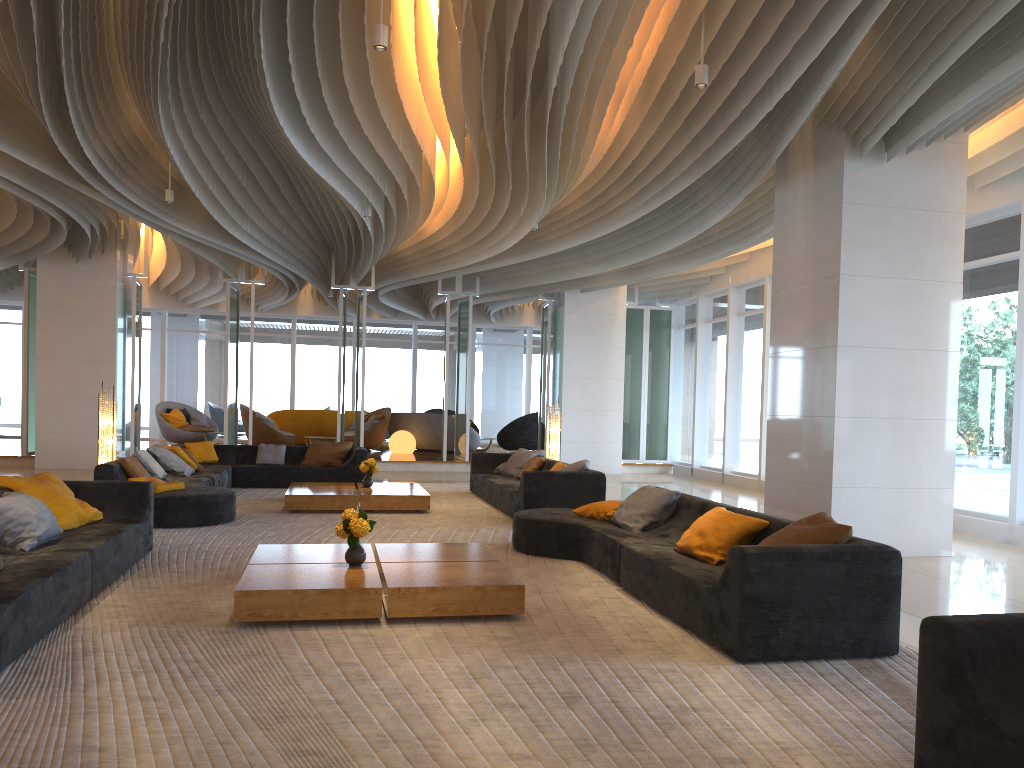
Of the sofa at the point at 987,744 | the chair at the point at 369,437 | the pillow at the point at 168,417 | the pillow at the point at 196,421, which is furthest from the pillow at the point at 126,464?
the pillow at the point at 196,421

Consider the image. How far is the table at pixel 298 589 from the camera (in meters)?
4.84

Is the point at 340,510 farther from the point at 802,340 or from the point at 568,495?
the point at 802,340

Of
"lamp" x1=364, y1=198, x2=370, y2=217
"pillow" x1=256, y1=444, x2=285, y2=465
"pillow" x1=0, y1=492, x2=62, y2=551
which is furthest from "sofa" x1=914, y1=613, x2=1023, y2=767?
"pillow" x1=256, y1=444, x2=285, y2=465

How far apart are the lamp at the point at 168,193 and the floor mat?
3.62m

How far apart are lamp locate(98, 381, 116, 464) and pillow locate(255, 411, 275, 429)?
6.9 meters

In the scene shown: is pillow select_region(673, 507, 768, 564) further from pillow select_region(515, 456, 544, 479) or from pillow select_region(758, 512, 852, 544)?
pillow select_region(515, 456, 544, 479)

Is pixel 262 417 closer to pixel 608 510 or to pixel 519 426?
pixel 519 426

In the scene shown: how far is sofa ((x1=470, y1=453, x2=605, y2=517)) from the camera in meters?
9.3 m

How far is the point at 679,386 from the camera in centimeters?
1833cm
